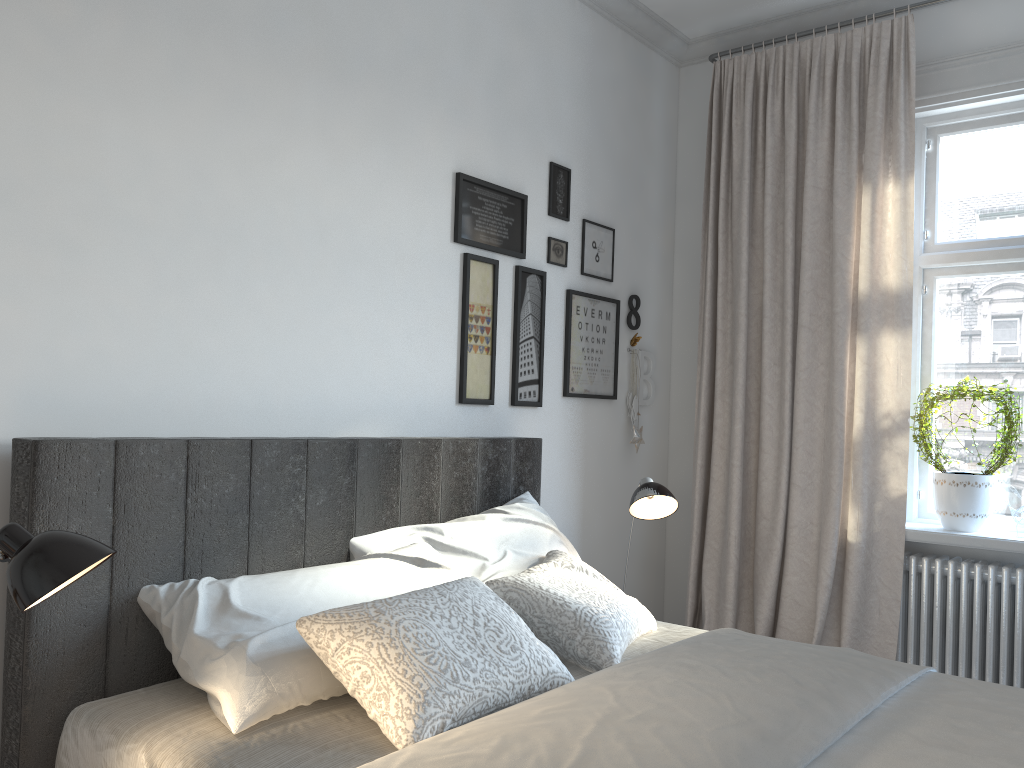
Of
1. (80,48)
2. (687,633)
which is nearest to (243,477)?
(80,48)

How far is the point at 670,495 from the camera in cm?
275

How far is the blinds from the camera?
3.27m

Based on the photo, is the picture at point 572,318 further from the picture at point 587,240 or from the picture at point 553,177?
the picture at point 553,177

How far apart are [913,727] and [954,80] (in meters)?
2.63

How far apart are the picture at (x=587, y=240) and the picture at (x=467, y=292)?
0.6 meters

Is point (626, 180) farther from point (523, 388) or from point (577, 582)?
point (577, 582)

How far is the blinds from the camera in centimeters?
327cm

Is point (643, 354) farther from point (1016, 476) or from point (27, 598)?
point (27, 598)

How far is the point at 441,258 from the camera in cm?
289
